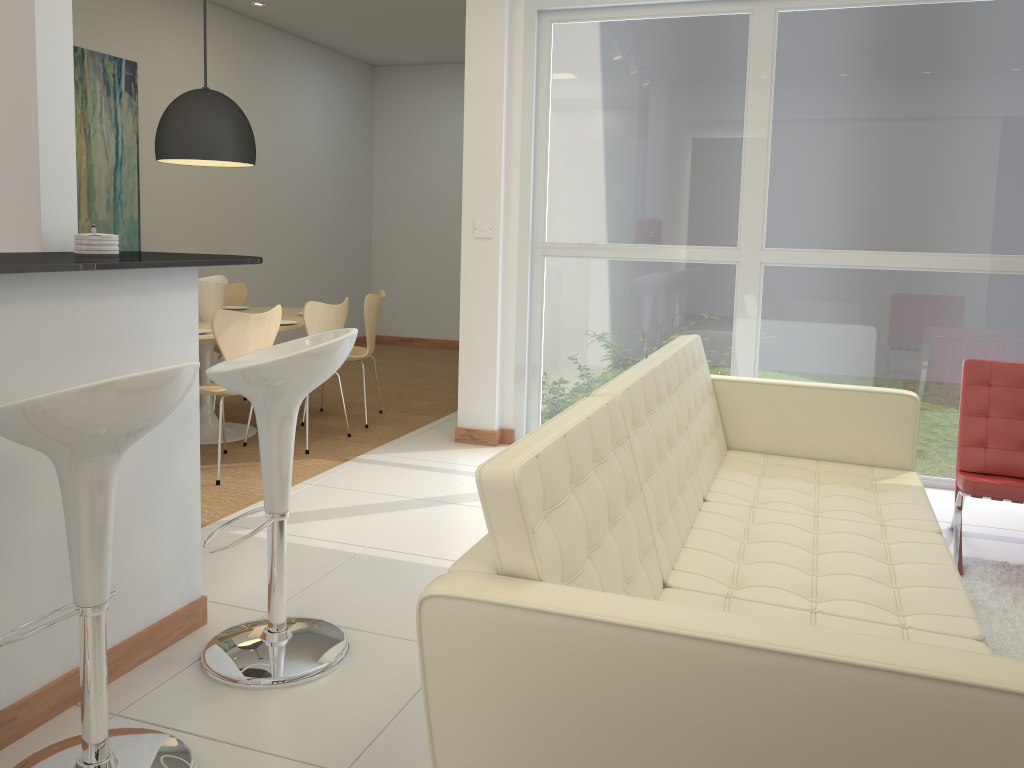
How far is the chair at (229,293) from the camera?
6.6m

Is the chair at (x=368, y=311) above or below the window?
below

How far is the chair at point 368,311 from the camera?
5.9 meters

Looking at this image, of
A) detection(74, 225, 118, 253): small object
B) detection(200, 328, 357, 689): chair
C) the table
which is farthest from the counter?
the table

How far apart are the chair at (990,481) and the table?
3.7m

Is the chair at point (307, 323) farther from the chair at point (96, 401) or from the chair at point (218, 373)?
the chair at point (96, 401)

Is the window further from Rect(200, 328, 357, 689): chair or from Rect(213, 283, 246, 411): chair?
Rect(200, 328, 357, 689): chair

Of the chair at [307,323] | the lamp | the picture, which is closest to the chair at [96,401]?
the chair at [307,323]

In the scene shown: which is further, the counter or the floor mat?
the floor mat

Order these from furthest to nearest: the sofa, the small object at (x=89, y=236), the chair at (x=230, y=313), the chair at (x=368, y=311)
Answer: the chair at (x=368, y=311) → the chair at (x=230, y=313) → the small object at (x=89, y=236) → the sofa
